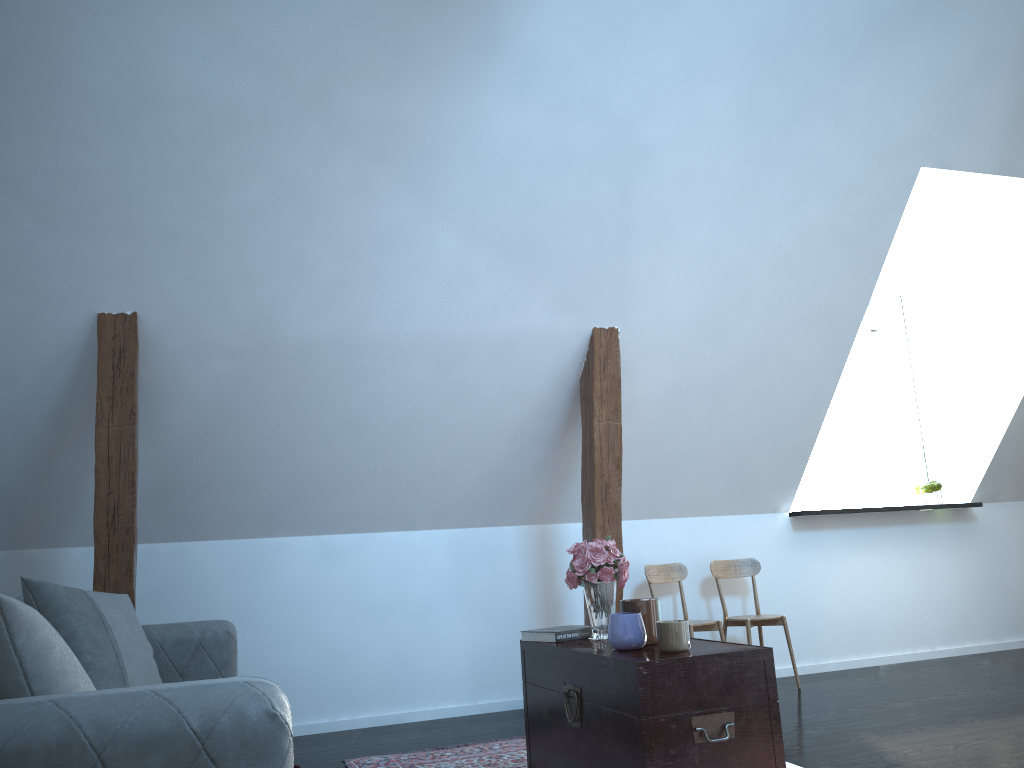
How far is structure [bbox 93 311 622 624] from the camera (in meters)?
3.61

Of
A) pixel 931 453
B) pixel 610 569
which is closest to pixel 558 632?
pixel 610 569

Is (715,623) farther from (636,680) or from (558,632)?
(636,680)

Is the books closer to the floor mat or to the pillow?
the floor mat

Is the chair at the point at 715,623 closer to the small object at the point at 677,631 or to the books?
the books

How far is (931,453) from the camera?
6.1m

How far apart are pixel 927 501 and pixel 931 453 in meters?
0.5 m

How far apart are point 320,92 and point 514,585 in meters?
2.7

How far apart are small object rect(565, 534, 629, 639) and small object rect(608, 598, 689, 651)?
0.2m

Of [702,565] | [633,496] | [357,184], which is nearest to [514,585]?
[633,496]
